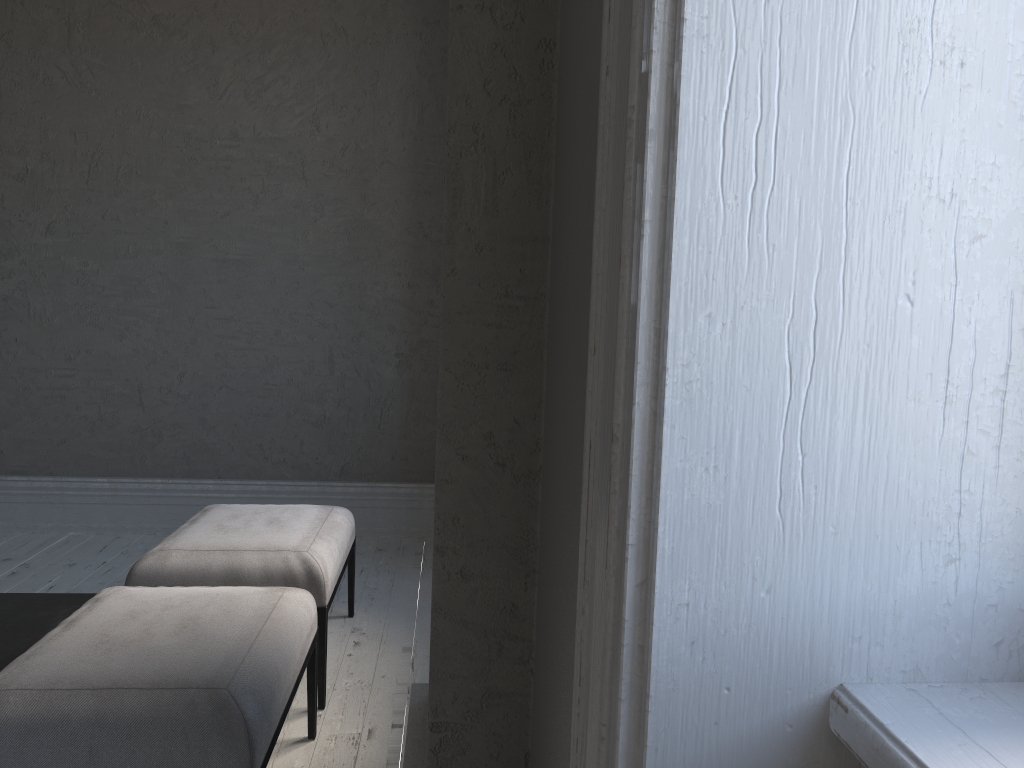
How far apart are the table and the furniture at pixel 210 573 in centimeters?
20cm

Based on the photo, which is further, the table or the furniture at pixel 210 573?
the furniture at pixel 210 573

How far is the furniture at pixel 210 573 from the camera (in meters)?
2.63

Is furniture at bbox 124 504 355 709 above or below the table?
above

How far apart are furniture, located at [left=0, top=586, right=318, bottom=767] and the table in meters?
0.3

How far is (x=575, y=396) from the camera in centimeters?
126cm

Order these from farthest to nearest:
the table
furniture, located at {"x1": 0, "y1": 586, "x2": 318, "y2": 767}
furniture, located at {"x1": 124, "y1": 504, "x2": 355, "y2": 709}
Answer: furniture, located at {"x1": 124, "y1": 504, "x2": 355, "y2": 709} → the table → furniture, located at {"x1": 0, "y1": 586, "x2": 318, "y2": 767}

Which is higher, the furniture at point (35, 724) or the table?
the furniture at point (35, 724)

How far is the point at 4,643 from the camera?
2.37m

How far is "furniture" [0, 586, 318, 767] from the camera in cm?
165
